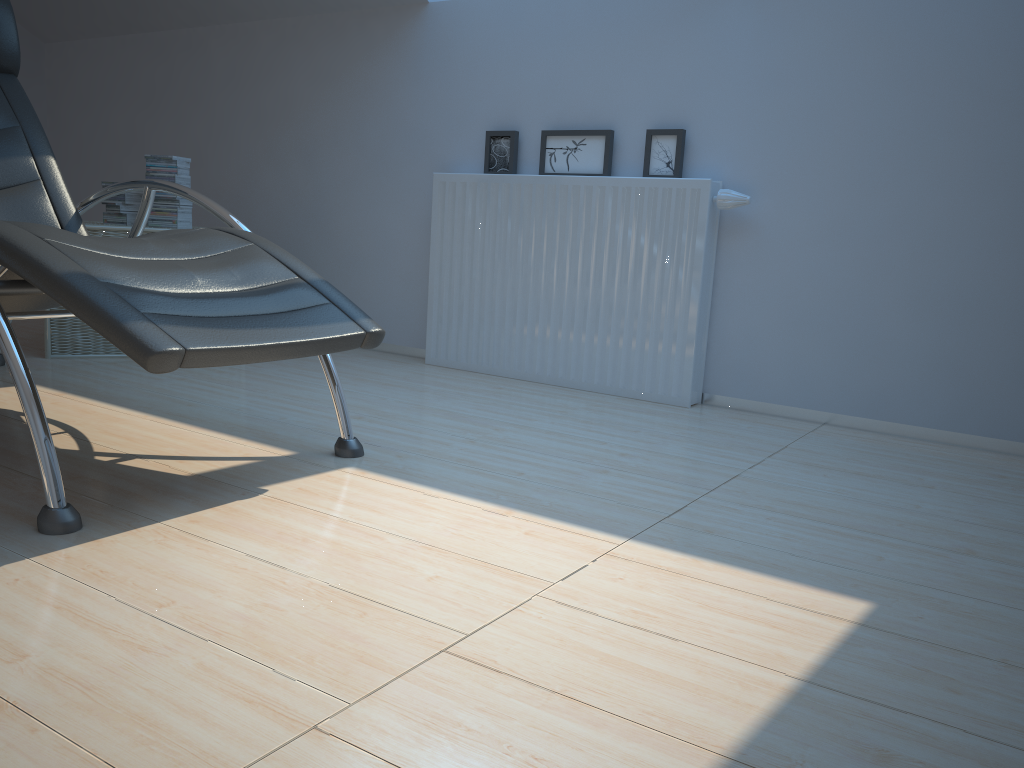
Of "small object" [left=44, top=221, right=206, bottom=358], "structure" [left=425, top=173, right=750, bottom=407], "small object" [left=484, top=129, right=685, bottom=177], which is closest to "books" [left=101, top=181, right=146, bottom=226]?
"small object" [left=44, top=221, right=206, bottom=358]

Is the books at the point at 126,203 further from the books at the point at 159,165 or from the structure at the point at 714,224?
the structure at the point at 714,224

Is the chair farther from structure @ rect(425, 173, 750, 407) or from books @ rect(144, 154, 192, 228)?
structure @ rect(425, 173, 750, 407)

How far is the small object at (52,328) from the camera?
3.37m

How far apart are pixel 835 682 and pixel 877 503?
1.0 meters

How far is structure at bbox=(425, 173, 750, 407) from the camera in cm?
312

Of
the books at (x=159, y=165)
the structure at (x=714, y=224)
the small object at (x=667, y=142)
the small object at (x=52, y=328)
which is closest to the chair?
the small object at (x=52, y=328)

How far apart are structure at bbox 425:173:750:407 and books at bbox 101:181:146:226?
1.3 meters

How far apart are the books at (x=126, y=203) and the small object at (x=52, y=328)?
0.1m

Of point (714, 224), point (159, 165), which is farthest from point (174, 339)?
point (159, 165)
